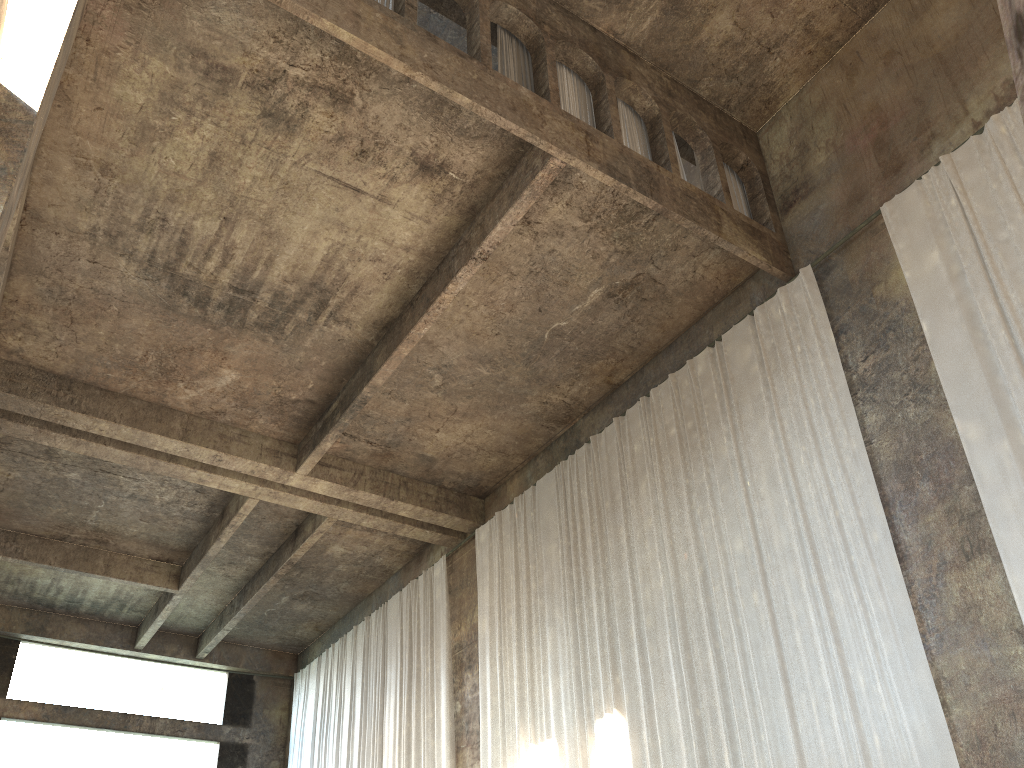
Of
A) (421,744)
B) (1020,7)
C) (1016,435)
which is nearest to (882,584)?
(1016,435)

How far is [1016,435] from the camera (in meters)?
7.85

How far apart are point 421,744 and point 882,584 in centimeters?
944cm

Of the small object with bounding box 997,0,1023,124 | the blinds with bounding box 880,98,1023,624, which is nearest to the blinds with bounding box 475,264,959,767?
the blinds with bounding box 880,98,1023,624

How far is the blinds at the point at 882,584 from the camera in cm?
845

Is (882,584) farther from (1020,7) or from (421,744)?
(421,744)

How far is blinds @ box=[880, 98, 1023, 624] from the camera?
7.8 meters

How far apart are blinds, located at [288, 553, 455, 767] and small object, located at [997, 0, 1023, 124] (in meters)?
15.15

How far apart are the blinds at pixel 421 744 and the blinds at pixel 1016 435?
9.6m

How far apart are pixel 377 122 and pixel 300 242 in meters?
2.1
